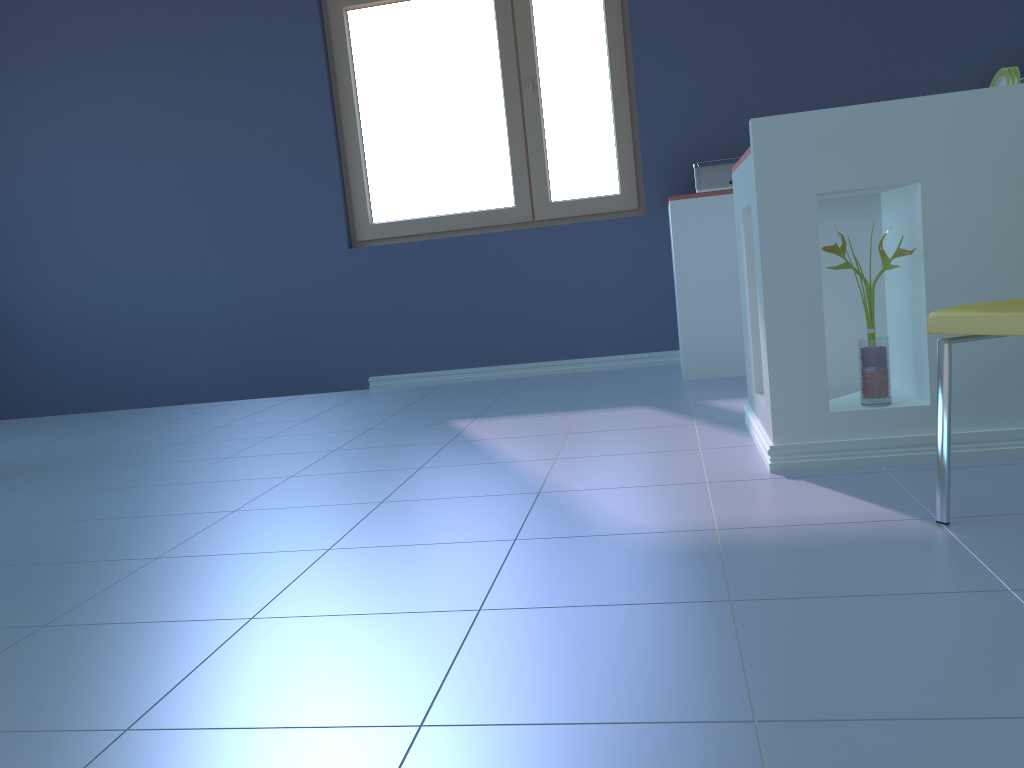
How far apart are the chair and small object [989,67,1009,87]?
2.7m

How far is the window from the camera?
4.2 meters

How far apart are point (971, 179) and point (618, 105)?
2.46m

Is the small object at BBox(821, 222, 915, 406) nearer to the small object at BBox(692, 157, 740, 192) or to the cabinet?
the cabinet

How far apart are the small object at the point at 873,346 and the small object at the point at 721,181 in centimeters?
180cm

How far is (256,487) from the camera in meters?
2.5

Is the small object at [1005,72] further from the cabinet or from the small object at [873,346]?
the small object at [873,346]

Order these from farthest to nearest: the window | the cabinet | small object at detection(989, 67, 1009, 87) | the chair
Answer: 1. the window
2. small object at detection(989, 67, 1009, 87)
3. the cabinet
4. the chair

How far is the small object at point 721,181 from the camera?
3.8 meters

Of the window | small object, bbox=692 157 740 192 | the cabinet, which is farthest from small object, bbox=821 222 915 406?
the window
